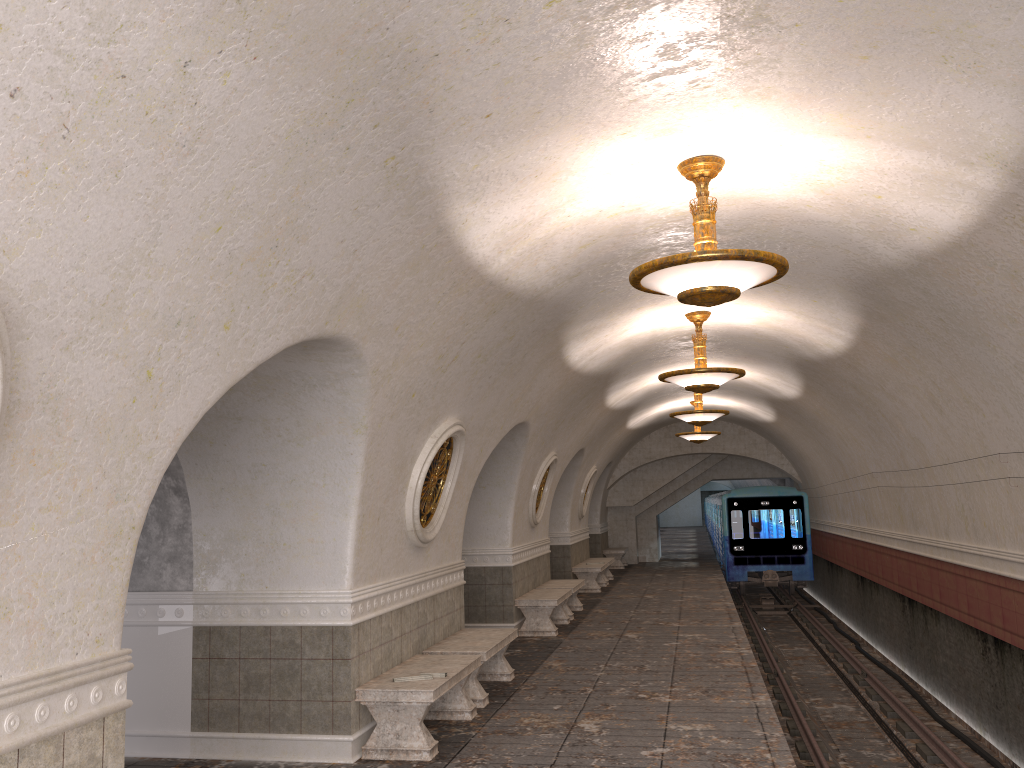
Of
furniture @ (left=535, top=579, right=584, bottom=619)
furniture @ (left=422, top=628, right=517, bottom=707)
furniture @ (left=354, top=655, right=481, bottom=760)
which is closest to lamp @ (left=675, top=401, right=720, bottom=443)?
furniture @ (left=535, top=579, right=584, bottom=619)

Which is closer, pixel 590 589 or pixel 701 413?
pixel 701 413

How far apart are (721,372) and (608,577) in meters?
11.9

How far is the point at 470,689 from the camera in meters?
8.1

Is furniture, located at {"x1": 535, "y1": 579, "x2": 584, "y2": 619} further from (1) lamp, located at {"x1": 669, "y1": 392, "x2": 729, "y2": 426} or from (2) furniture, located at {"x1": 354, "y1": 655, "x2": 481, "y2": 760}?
(2) furniture, located at {"x1": 354, "y1": 655, "x2": 481, "y2": 760}

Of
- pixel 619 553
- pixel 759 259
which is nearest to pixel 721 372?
pixel 759 259

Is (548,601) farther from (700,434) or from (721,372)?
(700,434)

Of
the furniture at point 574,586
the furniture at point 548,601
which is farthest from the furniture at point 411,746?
the furniture at point 574,586

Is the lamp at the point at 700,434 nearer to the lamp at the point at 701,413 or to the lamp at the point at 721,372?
the lamp at the point at 701,413

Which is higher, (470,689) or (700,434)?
(700,434)
